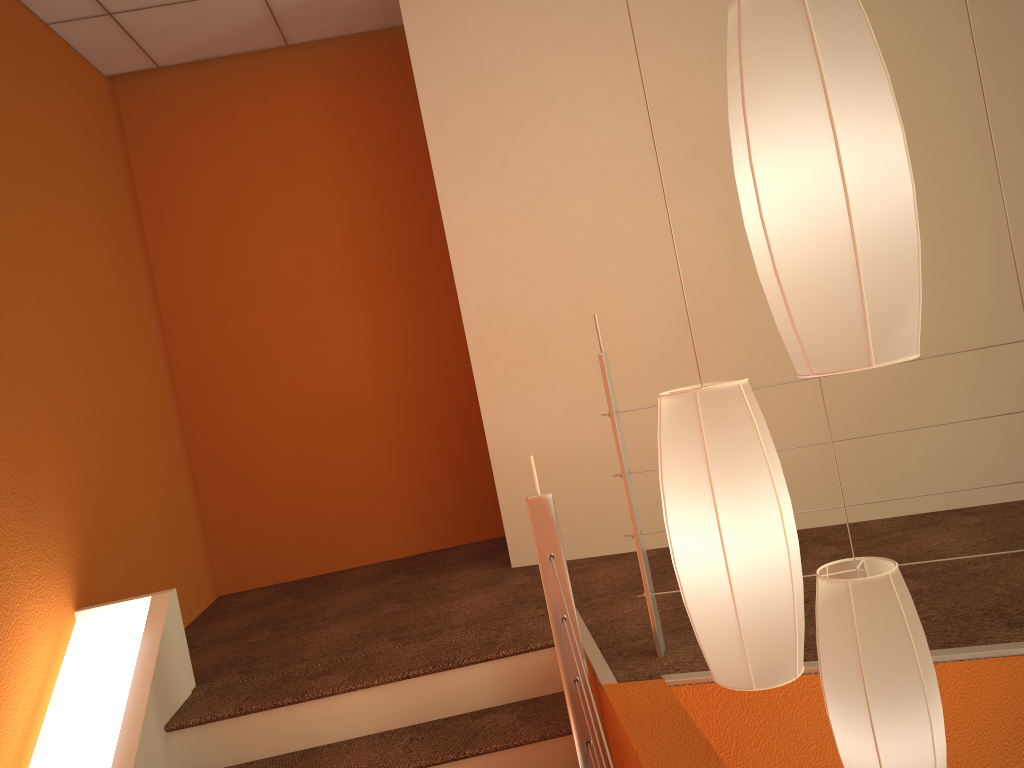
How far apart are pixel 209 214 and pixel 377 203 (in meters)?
0.80

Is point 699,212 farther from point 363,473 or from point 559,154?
point 363,473

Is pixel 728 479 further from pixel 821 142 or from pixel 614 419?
pixel 614 419

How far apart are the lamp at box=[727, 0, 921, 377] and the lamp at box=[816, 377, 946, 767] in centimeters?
63cm

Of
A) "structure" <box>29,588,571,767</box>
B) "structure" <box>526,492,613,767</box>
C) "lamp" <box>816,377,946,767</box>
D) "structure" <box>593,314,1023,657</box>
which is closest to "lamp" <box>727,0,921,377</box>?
"lamp" <box>816,377,946,767</box>

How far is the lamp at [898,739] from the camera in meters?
1.5

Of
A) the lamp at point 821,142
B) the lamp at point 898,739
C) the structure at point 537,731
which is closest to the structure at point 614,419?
the structure at point 537,731

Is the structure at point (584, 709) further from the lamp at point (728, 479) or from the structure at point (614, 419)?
the lamp at point (728, 479)

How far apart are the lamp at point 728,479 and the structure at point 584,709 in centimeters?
59cm

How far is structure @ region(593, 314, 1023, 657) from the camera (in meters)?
2.25
